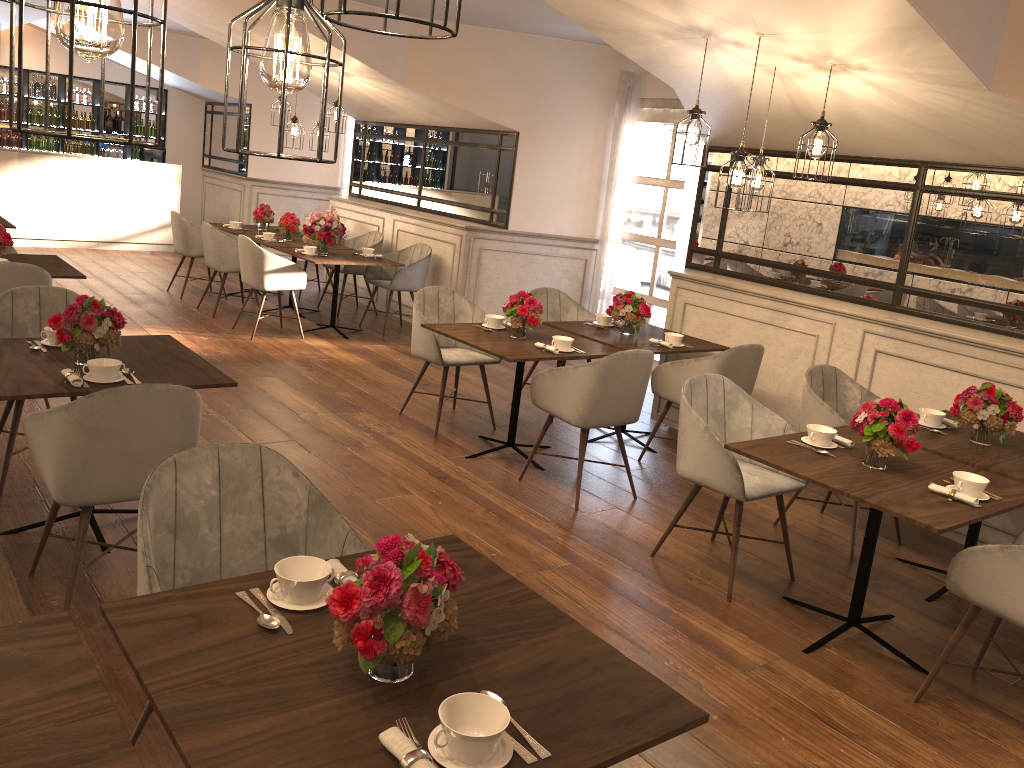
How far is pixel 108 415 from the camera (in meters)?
2.89

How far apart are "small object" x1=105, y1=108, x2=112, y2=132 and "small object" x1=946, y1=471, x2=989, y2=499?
12.9 meters

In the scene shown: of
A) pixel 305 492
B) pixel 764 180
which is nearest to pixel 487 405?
pixel 764 180

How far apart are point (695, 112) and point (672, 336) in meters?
1.5

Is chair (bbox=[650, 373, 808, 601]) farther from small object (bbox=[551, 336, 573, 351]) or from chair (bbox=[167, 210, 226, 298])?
chair (bbox=[167, 210, 226, 298])

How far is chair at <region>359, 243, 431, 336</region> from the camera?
8.3m

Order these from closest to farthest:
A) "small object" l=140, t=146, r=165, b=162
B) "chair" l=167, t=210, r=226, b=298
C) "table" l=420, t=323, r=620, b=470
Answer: "table" l=420, t=323, r=620, b=470, "chair" l=167, t=210, r=226, b=298, "small object" l=140, t=146, r=165, b=162

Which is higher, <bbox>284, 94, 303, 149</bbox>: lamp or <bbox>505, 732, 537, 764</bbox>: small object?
<bbox>284, 94, 303, 149</bbox>: lamp

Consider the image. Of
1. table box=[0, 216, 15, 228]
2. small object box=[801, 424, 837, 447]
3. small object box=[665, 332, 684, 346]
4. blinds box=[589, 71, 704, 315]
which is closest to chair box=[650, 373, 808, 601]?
small object box=[801, 424, 837, 447]

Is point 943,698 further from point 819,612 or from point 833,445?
point 833,445
